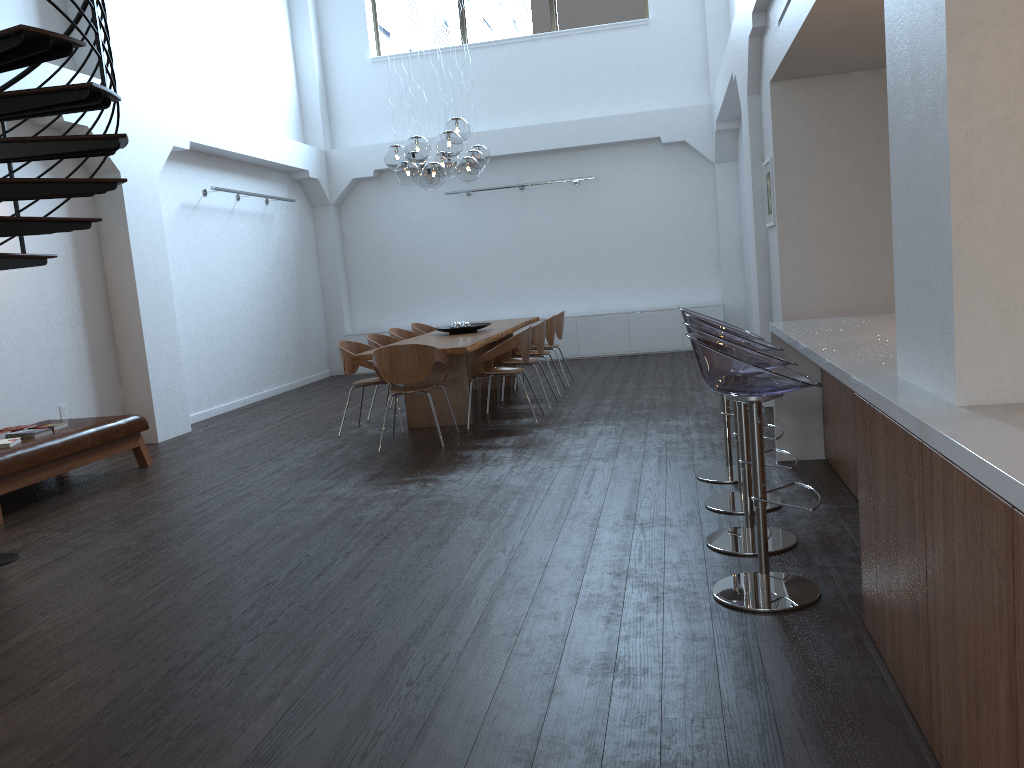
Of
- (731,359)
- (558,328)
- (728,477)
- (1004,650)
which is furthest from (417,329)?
(1004,650)

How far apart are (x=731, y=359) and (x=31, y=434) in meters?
5.2 m

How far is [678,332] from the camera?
12.4m

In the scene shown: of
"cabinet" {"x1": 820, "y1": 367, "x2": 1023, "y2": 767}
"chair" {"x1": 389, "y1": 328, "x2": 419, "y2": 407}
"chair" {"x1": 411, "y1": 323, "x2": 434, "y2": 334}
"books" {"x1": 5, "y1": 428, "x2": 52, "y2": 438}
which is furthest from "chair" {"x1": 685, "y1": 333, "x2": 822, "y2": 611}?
"chair" {"x1": 411, "y1": 323, "x2": 434, "y2": 334}

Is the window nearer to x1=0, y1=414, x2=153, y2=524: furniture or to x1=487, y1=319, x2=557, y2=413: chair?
x1=487, y1=319, x2=557, y2=413: chair

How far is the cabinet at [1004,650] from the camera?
1.66m

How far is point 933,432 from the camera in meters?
2.0 m

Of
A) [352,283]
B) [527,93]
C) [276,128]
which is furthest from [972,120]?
[352,283]

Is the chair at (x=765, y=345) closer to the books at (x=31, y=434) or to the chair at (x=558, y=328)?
the books at (x=31, y=434)

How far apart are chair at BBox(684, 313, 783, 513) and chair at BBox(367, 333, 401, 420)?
4.43m
